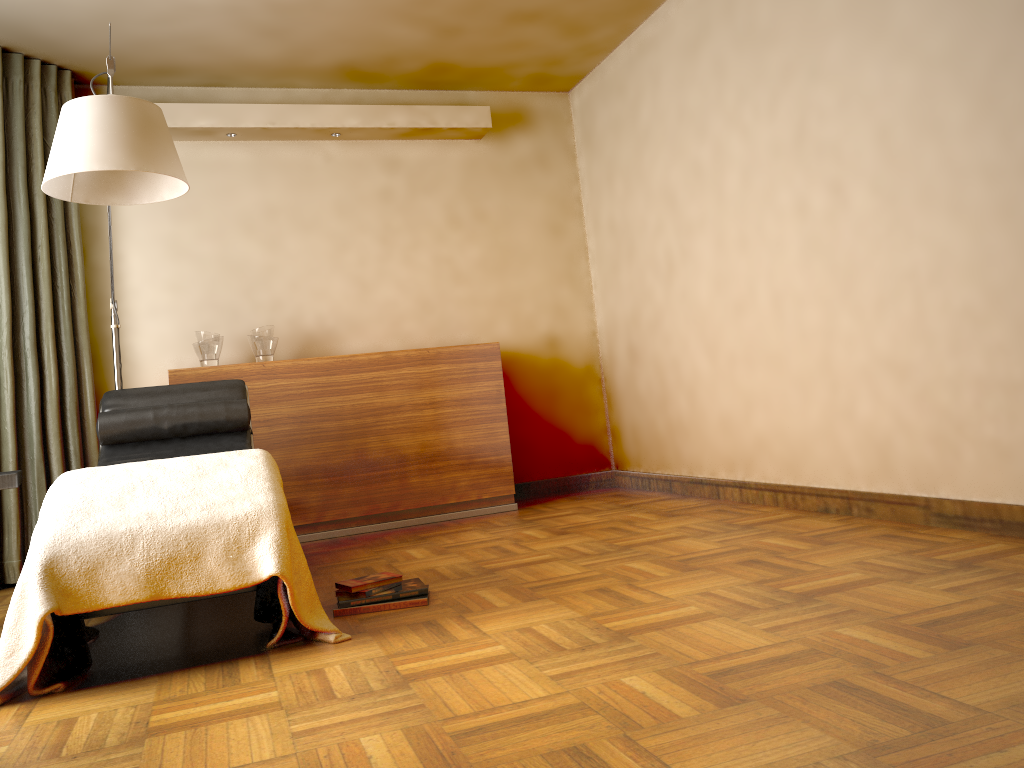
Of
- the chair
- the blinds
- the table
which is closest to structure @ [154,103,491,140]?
the blinds

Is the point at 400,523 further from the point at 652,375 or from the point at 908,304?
the point at 908,304

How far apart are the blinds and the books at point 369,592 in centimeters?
214cm

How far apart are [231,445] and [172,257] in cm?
158

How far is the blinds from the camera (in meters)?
3.97

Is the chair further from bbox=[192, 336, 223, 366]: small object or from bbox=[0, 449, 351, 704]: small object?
bbox=[192, 336, 223, 366]: small object

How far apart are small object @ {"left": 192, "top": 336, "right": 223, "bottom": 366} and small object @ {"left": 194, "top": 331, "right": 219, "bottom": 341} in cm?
4

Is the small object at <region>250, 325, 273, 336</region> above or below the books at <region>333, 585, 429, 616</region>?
above

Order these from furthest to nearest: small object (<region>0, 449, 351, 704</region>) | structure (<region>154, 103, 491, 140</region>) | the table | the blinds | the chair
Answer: structure (<region>154, 103, 491, 140</region>), the blinds, the chair, the table, small object (<region>0, 449, 351, 704</region>)

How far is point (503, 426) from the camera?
4.7 meters
